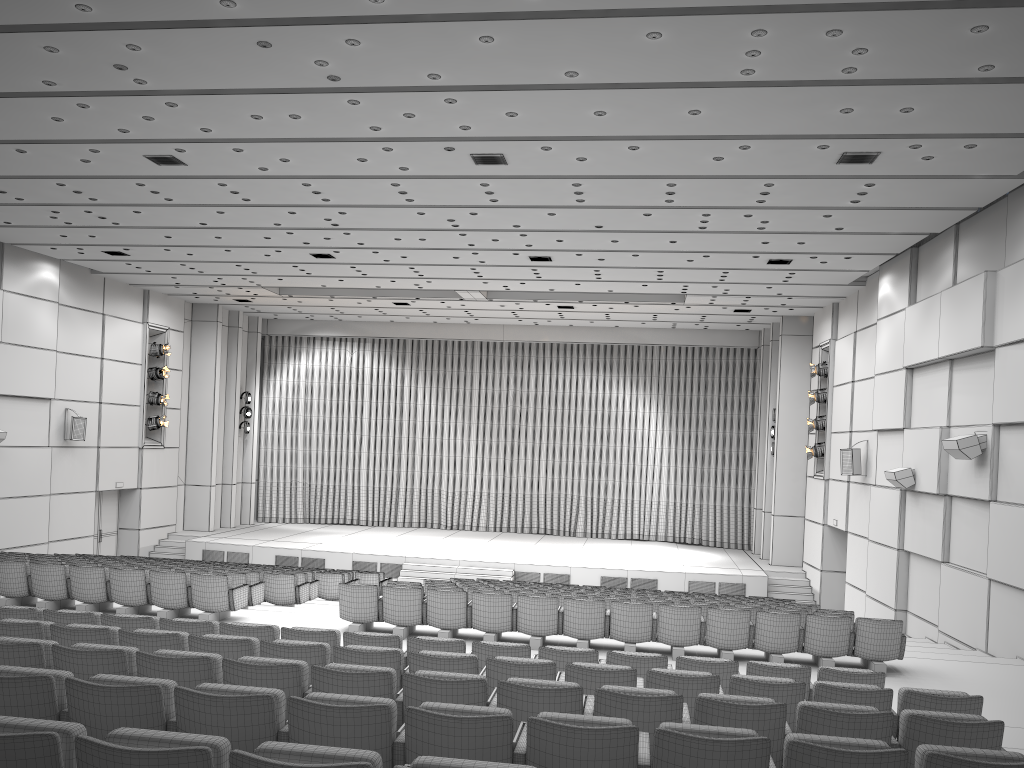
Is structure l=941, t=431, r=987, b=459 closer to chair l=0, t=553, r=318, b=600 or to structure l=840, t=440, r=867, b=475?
structure l=840, t=440, r=867, b=475

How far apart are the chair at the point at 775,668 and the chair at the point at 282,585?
5.2 meters

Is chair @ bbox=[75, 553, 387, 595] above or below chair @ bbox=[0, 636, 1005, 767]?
below

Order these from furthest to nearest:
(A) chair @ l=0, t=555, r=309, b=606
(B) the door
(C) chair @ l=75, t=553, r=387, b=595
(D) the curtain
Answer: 1. (D) the curtain
2. (B) the door
3. (C) chair @ l=75, t=553, r=387, b=595
4. (A) chair @ l=0, t=555, r=309, b=606

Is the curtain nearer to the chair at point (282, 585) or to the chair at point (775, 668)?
the chair at point (282, 585)

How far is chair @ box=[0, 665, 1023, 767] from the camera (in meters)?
3.62

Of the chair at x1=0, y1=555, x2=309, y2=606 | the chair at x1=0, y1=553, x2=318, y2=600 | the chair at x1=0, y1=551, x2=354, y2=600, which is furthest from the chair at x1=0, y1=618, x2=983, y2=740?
the chair at x1=0, y1=551, x2=354, y2=600

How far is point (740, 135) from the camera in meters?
10.5 m

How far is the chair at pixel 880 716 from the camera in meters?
4.6

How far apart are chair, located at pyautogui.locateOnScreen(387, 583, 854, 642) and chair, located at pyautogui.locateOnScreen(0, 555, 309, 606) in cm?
361
